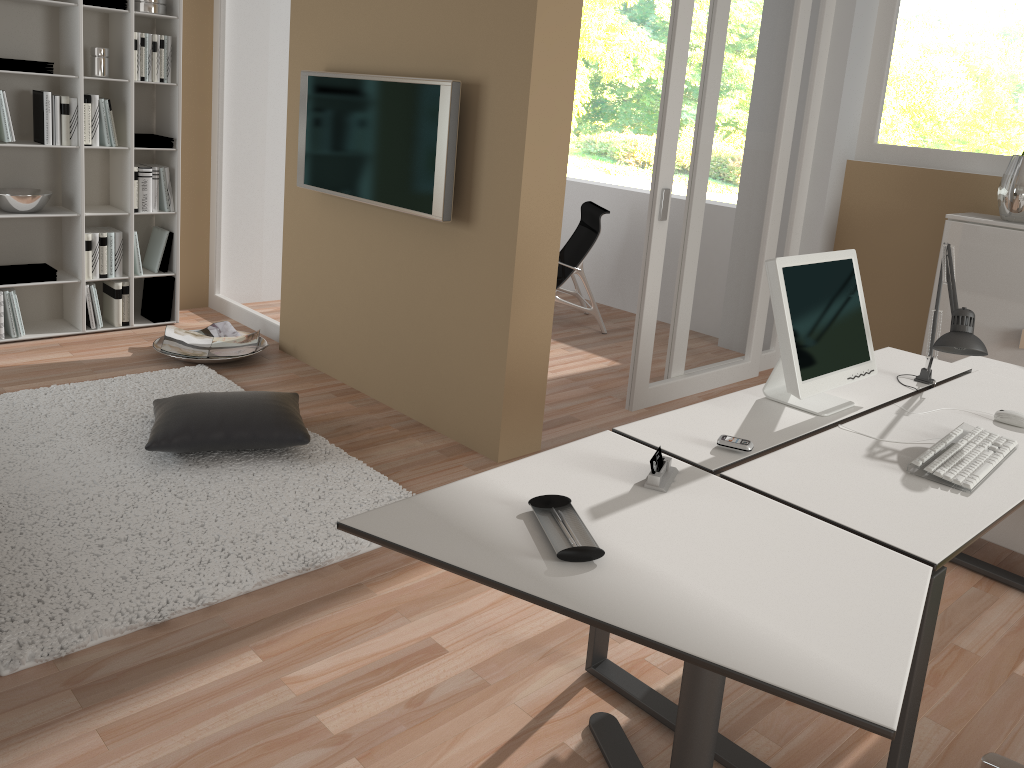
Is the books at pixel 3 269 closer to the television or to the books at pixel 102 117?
the books at pixel 102 117

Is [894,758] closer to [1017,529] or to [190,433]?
[1017,529]

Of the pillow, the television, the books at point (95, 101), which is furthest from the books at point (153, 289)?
the pillow

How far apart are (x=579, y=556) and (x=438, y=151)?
2.3 meters

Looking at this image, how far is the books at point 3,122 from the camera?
4.4m

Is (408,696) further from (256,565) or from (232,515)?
(232,515)

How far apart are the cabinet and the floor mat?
3.0 meters

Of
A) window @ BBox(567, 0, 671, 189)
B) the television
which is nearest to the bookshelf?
the television

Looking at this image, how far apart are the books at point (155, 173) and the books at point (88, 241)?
0.4 meters

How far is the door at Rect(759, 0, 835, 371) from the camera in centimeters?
489cm
